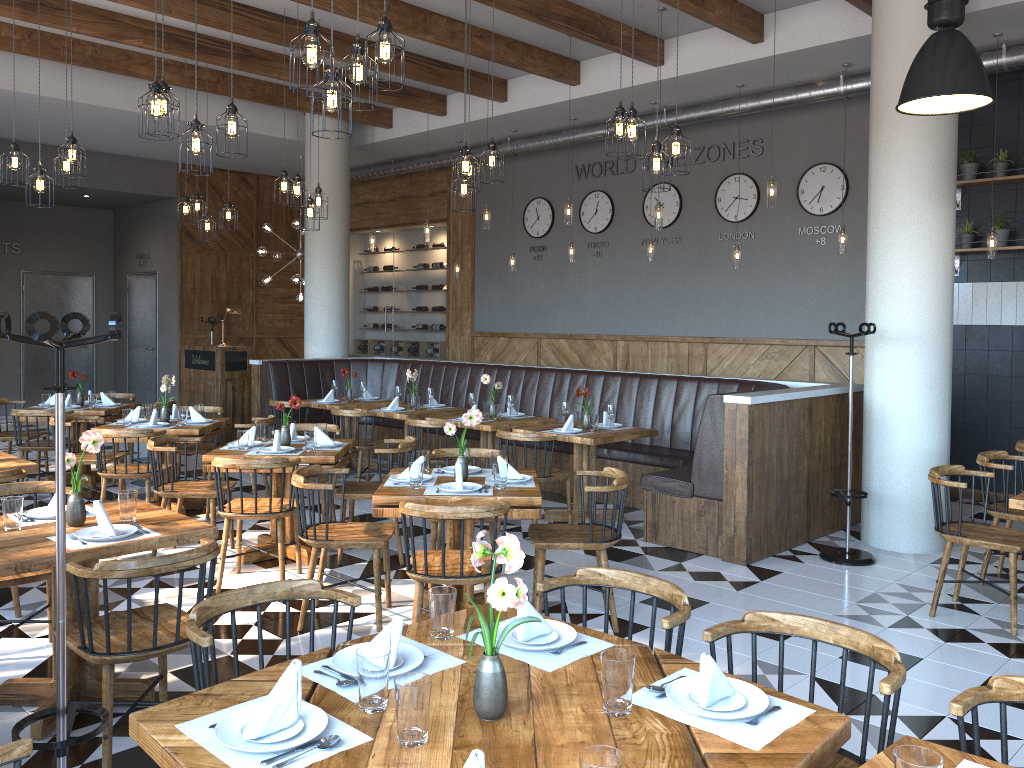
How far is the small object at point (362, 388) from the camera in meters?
9.4 m

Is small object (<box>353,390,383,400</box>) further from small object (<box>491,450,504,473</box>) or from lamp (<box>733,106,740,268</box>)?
small object (<box>491,450,504,473</box>)

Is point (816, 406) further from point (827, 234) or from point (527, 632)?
point (527, 632)

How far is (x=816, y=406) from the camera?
6.71m

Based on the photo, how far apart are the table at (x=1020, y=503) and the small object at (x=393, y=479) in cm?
279

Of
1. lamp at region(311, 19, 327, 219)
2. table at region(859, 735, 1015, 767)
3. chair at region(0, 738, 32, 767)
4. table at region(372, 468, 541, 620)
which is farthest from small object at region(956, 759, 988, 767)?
lamp at region(311, 19, 327, 219)

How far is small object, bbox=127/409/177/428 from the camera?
7.1m

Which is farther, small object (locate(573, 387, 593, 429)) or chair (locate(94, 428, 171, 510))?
small object (locate(573, 387, 593, 429))

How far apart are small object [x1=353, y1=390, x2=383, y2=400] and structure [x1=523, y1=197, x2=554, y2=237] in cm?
377

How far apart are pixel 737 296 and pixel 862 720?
6.9m
